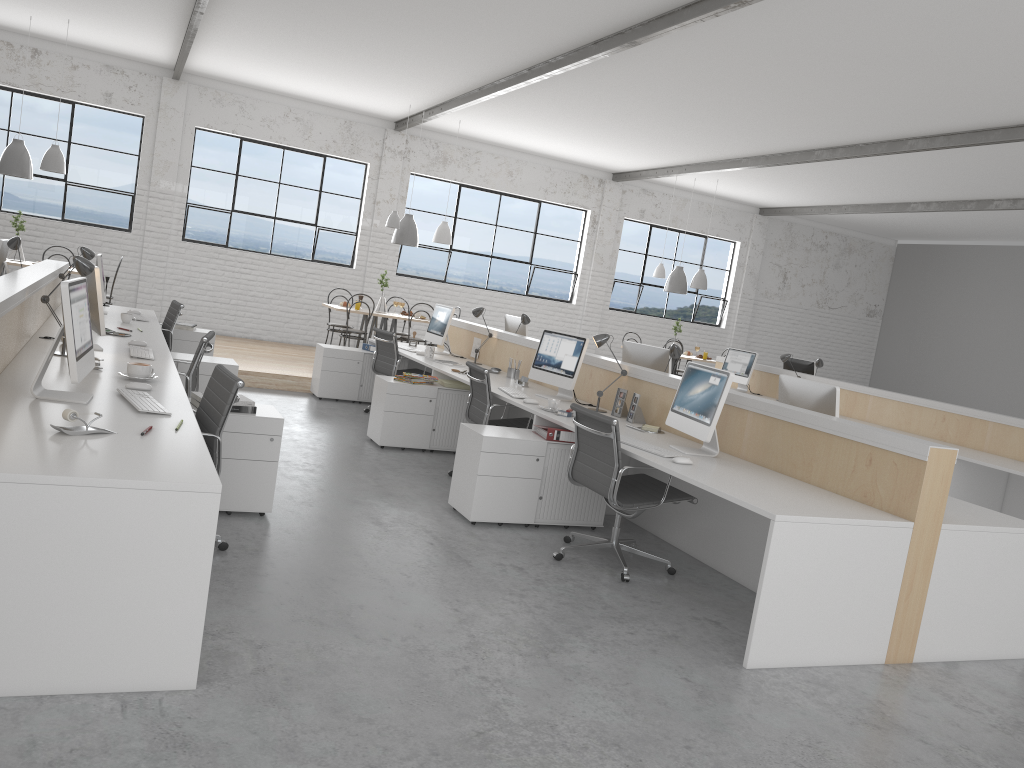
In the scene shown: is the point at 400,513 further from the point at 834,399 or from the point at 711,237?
the point at 711,237

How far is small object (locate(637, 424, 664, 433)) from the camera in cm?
416

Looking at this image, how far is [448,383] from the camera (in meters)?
5.41

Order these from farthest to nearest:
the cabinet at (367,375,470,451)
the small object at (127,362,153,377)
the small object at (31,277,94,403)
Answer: the cabinet at (367,375,470,451) → the small object at (127,362,153,377) → the small object at (31,277,94,403)

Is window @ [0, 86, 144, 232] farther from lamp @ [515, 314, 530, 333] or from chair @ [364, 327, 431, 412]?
lamp @ [515, 314, 530, 333]

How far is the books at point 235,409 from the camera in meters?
3.4 m

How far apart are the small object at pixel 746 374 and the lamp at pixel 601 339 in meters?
3.5

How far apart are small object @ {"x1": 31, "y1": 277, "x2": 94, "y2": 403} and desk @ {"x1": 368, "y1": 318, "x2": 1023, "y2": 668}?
1.9m

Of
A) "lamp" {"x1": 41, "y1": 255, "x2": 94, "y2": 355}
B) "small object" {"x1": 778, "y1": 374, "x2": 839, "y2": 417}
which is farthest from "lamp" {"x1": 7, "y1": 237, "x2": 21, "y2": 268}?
"small object" {"x1": 778, "y1": 374, "x2": 839, "y2": 417}

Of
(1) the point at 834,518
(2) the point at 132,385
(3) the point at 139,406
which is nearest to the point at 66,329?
(3) the point at 139,406
